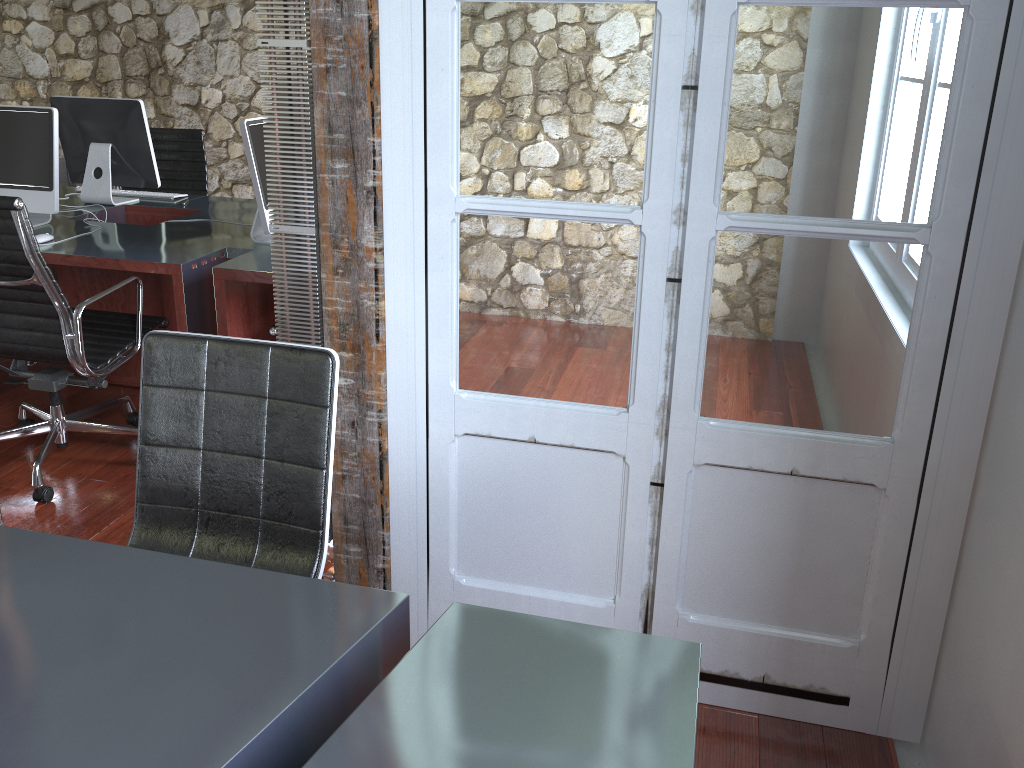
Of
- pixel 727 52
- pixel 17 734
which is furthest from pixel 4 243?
pixel 727 52

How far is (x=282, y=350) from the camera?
1.75m

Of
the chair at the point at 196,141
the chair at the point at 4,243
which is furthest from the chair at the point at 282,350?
the chair at the point at 196,141

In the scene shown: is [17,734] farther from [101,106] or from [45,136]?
[101,106]

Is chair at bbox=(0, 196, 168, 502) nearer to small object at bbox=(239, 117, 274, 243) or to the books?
small object at bbox=(239, 117, 274, 243)

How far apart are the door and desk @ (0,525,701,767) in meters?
0.7 m

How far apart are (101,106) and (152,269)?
1.4m

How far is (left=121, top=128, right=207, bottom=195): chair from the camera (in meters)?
4.70

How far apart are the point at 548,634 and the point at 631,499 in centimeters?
73cm

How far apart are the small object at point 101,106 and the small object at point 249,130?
1.0m
